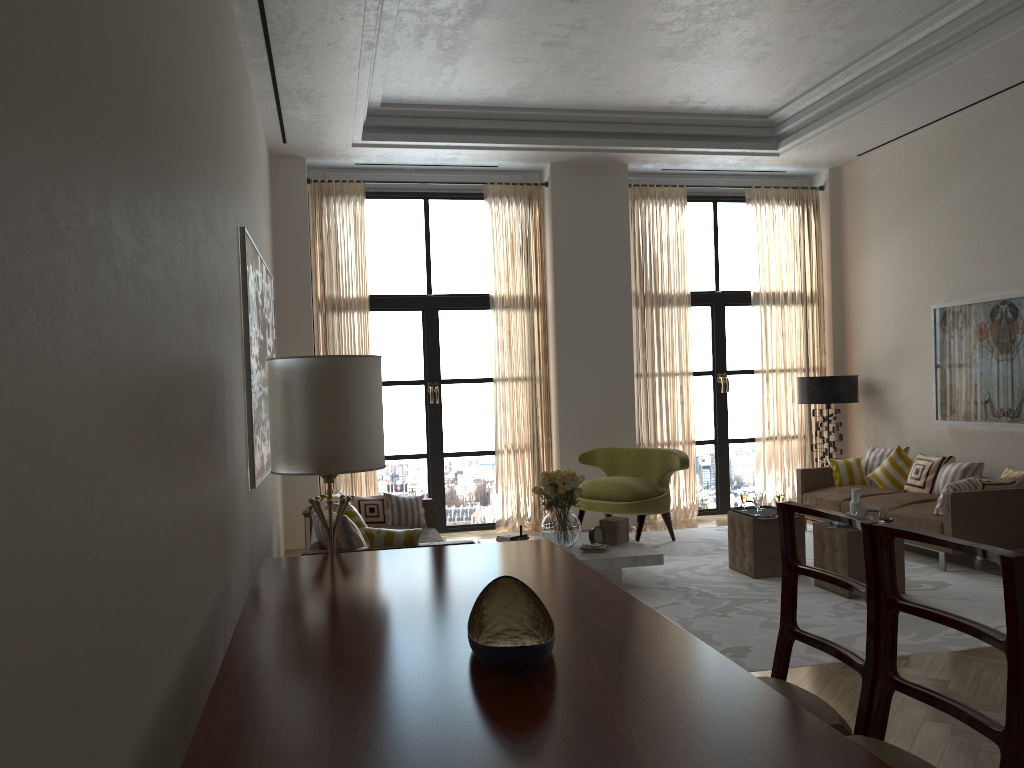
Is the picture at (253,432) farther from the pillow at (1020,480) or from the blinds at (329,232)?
the pillow at (1020,480)

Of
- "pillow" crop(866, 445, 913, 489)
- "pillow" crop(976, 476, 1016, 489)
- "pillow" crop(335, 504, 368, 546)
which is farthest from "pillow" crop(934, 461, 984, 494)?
"pillow" crop(335, 504, 368, 546)

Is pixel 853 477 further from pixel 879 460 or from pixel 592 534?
pixel 592 534

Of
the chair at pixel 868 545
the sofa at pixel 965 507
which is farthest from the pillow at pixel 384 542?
the sofa at pixel 965 507

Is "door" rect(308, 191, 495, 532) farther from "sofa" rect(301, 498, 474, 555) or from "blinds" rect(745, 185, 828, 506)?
"blinds" rect(745, 185, 828, 506)

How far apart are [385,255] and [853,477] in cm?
691

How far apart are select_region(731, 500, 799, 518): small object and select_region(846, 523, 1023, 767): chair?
5.93m

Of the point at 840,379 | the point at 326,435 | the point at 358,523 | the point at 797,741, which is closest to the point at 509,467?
the point at 840,379

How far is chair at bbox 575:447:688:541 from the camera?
10.5 meters

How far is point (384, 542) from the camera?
6.9 meters
